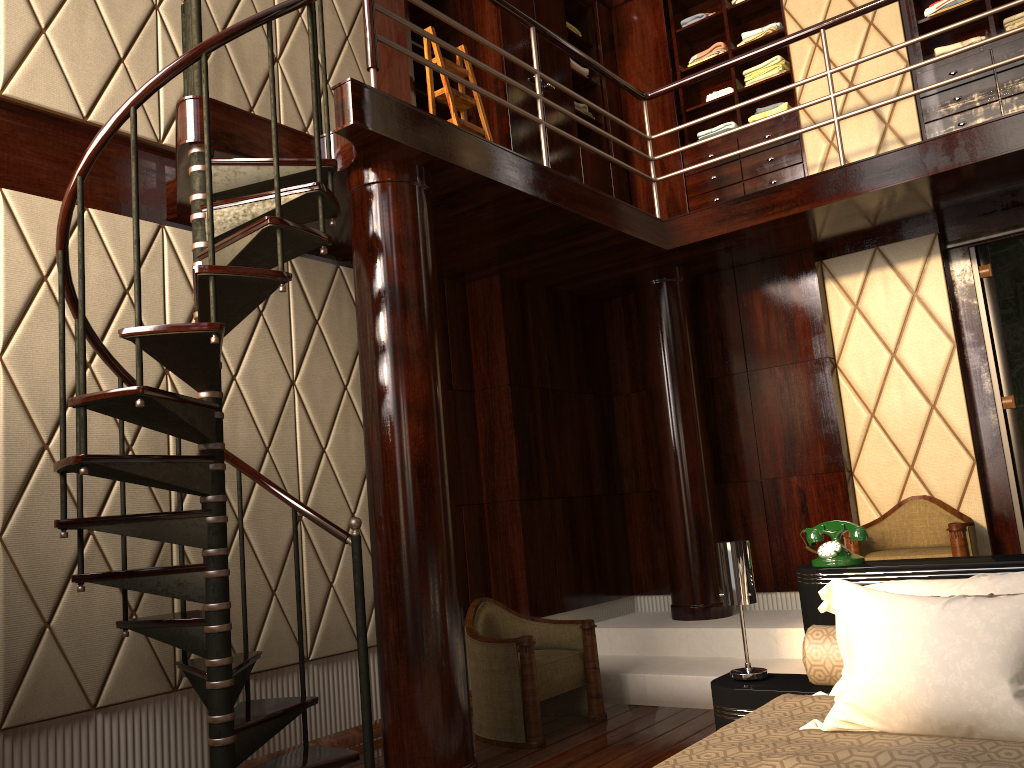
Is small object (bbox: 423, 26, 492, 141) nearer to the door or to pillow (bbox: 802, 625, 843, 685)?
the door

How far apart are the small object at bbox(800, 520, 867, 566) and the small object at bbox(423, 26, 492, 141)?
2.58m

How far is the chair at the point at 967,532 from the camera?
3.94m

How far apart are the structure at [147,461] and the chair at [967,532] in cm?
139

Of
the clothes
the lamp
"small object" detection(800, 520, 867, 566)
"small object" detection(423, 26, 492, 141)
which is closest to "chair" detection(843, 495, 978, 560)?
"small object" detection(800, 520, 867, 566)

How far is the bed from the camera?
1.6 meters

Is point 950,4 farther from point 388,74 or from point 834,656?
point 834,656

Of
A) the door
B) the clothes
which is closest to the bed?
the door

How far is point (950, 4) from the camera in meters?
4.7

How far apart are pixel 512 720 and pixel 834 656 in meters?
1.6
